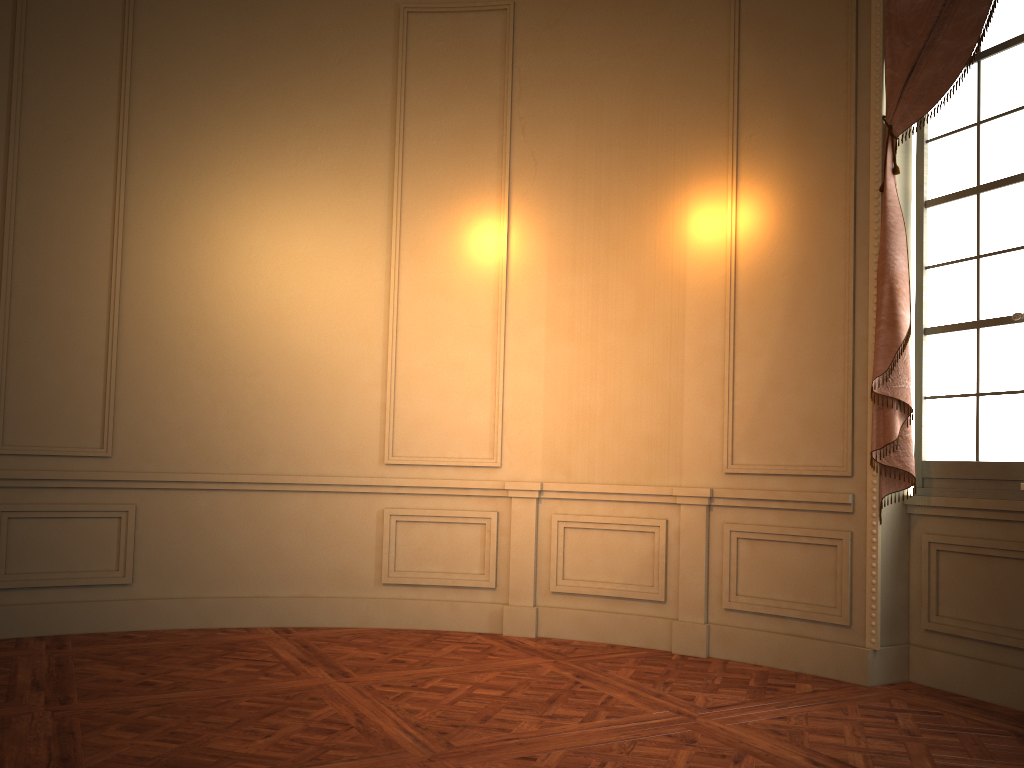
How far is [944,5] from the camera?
3.95m

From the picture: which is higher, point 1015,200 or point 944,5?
point 944,5

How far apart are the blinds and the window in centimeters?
13cm

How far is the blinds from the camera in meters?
4.0

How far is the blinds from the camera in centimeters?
395cm

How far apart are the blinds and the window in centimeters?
13cm

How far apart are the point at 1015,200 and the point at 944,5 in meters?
0.9

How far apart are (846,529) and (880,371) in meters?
0.8
